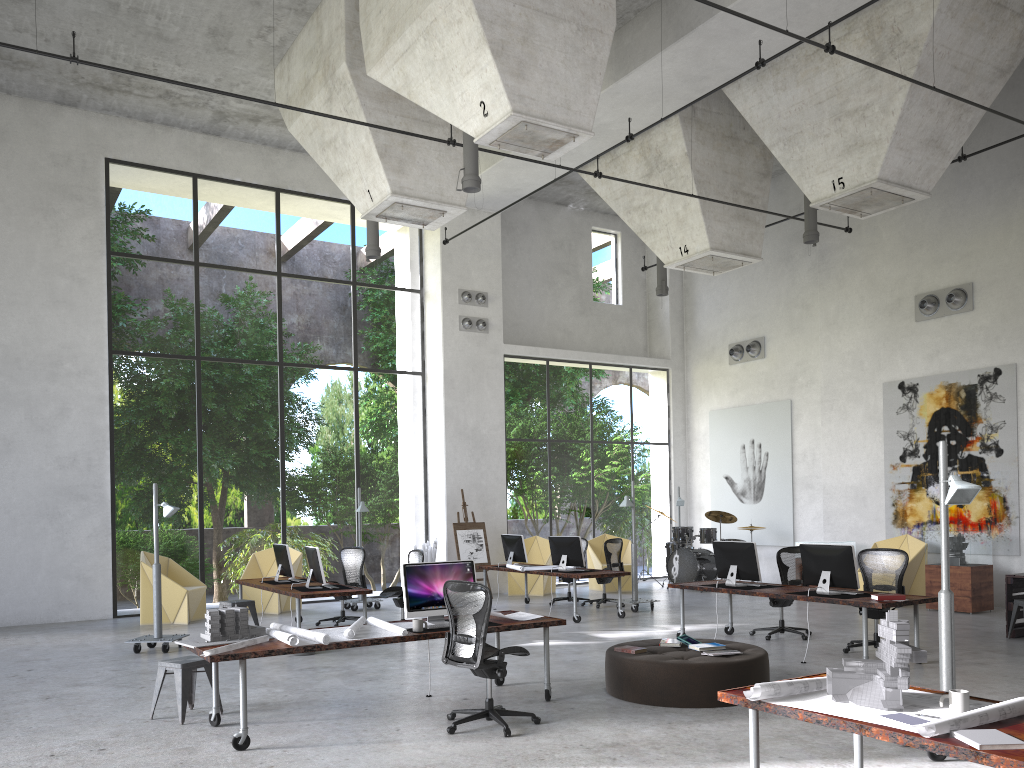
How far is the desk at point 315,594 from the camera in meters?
10.6 m

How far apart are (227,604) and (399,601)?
2.3 meters

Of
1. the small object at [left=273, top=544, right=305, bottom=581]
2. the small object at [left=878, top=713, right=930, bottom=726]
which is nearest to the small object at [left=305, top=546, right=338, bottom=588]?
the small object at [left=273, top=544, right=305, bottom=581]

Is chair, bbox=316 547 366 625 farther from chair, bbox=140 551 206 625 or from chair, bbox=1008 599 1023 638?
chair, bbox=1008 599 1023 638

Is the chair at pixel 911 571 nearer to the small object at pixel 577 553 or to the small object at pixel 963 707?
the small object at pixel 577 553

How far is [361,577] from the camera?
13.2 meters

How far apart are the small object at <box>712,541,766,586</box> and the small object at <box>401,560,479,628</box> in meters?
4.1

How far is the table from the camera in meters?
10.7

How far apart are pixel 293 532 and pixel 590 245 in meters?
13.2 m

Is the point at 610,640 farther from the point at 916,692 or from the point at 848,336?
the point at 848,336
